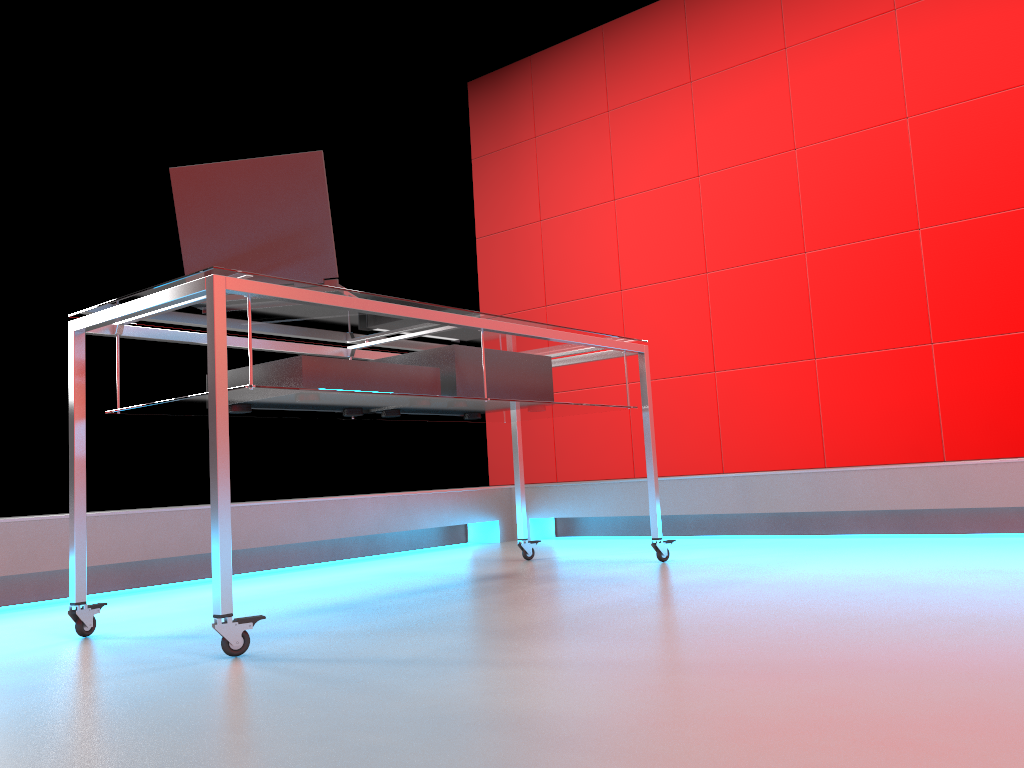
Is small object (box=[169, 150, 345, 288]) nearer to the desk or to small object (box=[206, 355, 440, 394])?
the desk

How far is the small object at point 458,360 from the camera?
2.32m

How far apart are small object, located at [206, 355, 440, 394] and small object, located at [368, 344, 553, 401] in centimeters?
7cm

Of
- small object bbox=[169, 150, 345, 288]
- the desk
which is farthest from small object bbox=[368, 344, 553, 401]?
small object bbox=[169, 150, 345, 288]

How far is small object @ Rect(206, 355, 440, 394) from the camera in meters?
1.9

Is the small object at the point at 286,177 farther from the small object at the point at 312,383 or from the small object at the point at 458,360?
the small object at the point at 458,360

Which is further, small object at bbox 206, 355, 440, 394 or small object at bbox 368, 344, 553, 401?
small object at bbox 368, 344, 553, 401

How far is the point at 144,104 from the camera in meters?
3.8 m

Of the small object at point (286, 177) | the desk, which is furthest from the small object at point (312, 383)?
the small object at point (286, 177)

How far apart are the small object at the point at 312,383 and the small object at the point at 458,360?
0.07m
